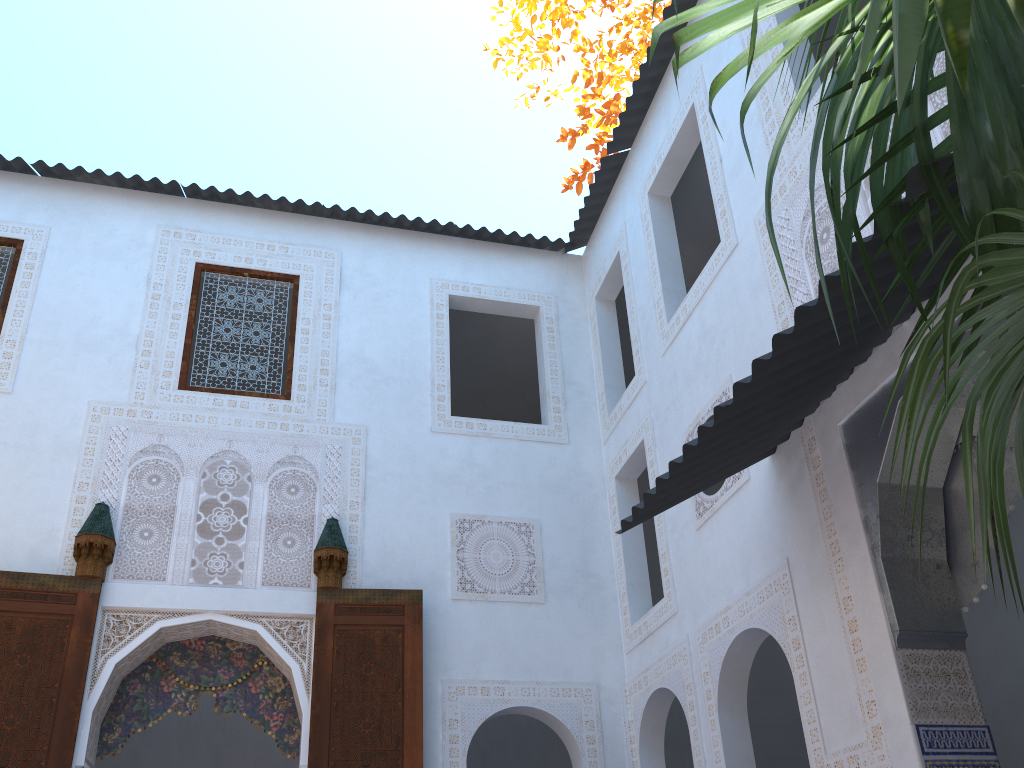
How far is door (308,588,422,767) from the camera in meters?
4.2 m

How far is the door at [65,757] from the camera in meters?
4.0 m

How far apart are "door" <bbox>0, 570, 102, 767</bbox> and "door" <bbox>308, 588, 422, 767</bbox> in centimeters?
107cm

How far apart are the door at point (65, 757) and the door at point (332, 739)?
1.1 meters

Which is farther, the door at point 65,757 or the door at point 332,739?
the door at point 332,739

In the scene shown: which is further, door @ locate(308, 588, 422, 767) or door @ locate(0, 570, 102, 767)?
door @ locate(308, 588, 422, 767)

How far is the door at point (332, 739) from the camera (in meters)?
4.25

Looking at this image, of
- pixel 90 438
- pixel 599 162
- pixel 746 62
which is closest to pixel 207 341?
pixel 90 438
